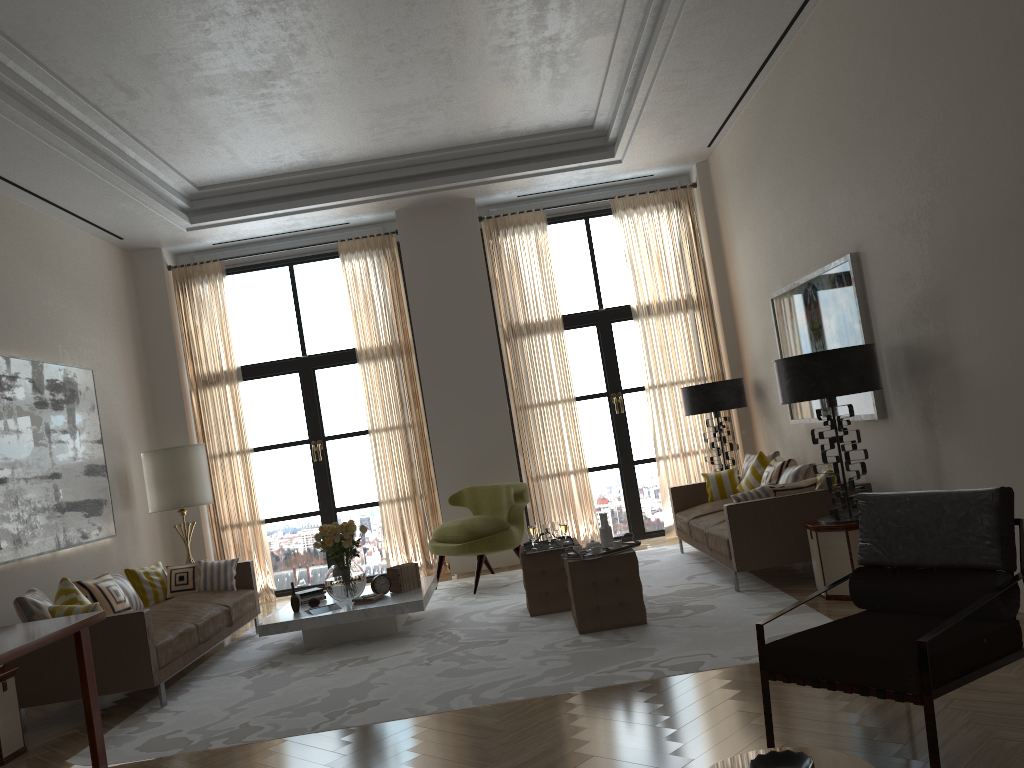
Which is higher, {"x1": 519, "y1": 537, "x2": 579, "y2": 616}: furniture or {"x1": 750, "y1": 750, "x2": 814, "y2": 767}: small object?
{"x1": 750, "y1": 750, "x2": 814, "y2": 767}: small object

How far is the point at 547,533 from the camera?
8.4m

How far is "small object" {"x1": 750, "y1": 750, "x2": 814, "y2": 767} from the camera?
2.7 meters

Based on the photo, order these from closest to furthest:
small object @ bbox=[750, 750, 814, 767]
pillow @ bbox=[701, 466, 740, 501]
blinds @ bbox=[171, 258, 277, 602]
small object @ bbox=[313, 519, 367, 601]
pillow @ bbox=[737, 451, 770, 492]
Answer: small object @ bbox=[750, 750, 814, 767]
small object @ bbox=[313, 519, 367, 601]
pillow @ bbox=[737, 451, 770, 492]
pillow @ bbox=[701, 466, 740, 501]
blinds @ bbox=[171, 258, 277, 602]

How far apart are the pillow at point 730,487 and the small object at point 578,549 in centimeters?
351cm

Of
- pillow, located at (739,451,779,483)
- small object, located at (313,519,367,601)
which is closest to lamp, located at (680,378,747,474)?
pillow, located at (739,451,779,483)

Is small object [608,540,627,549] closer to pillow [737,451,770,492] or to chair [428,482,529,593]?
chair [428,482,529,593]

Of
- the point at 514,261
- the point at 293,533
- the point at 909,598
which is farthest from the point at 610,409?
the point at 909,598

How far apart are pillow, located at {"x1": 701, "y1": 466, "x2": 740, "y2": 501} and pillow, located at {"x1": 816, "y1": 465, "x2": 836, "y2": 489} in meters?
2.1 m

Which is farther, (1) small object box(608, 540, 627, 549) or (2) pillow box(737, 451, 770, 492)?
(2) pillow box(737, 451, 770, 492)
